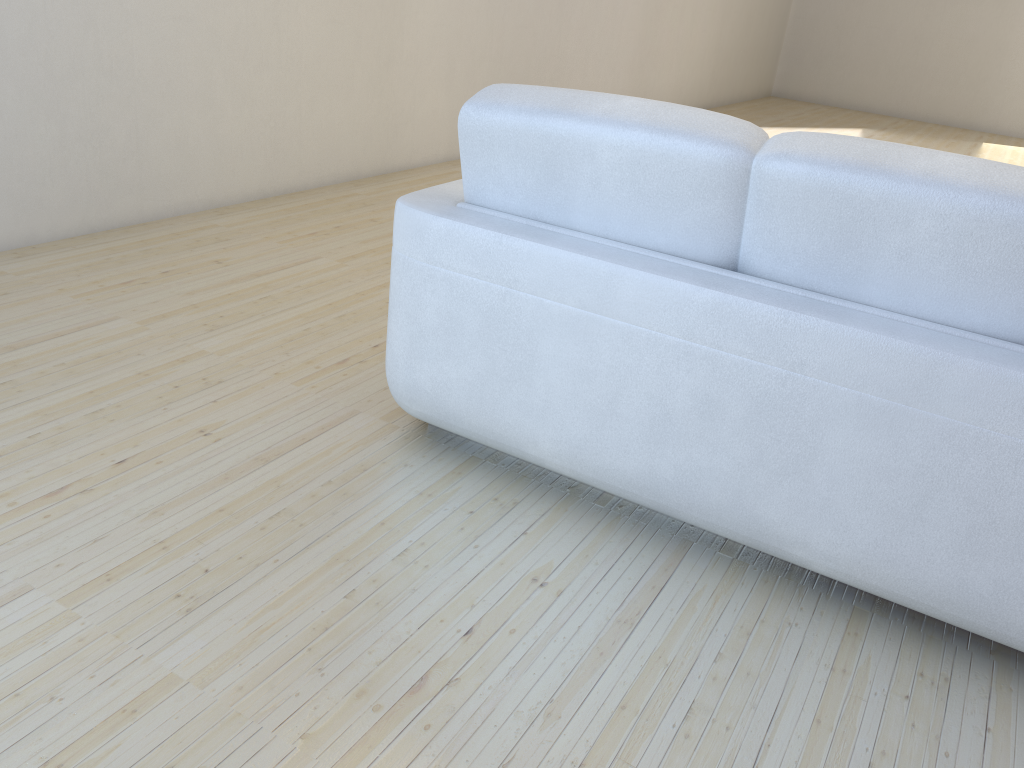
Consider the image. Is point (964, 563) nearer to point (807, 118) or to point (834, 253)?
point (834, 253)

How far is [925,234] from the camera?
1.5m

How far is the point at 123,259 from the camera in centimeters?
309cm

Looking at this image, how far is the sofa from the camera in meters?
1.5 m

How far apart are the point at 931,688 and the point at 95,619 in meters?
1.5

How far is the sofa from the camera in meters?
1.5
